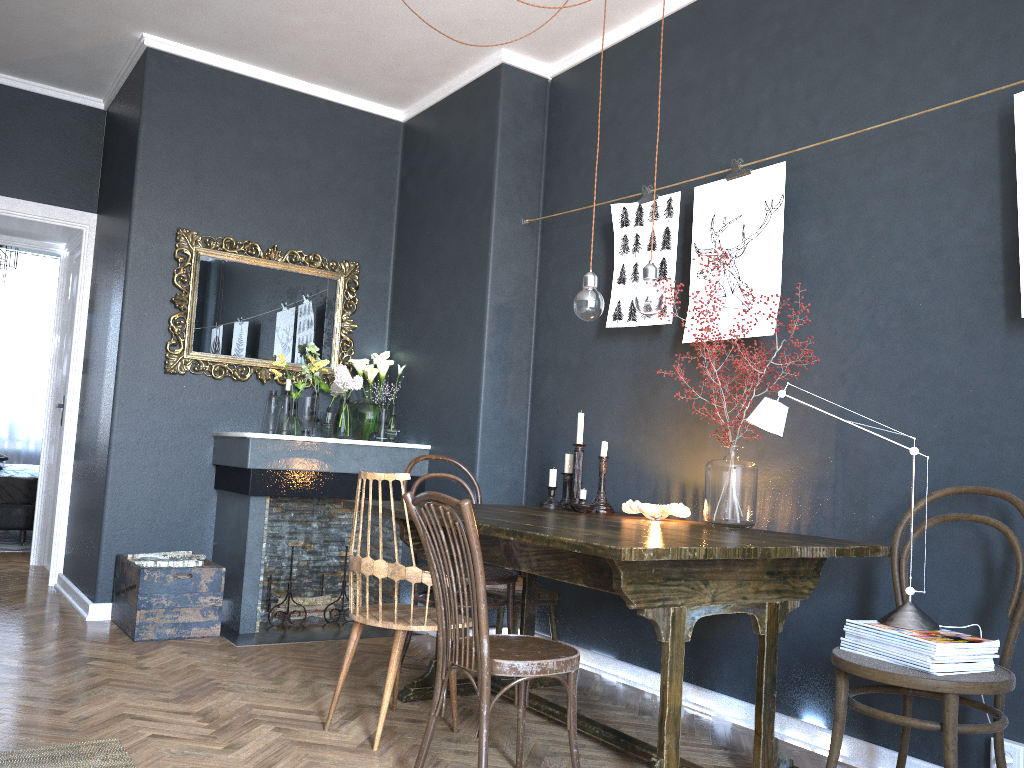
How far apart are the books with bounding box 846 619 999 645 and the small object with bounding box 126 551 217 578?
3.1m

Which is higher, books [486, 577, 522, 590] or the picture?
the picture

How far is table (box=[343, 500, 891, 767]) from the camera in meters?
2.3 m

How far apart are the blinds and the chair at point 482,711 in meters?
8.3

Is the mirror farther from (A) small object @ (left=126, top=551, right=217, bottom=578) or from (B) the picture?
(B) the picture

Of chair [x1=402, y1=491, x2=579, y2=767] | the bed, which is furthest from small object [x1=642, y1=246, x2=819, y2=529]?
the bed

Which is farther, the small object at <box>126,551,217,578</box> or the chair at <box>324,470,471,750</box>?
the small object at <box>126,551,217,578</box>

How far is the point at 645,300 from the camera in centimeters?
294cm

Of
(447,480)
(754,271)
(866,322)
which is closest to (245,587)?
(447,480)

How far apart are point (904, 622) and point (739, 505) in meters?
0.7 m
